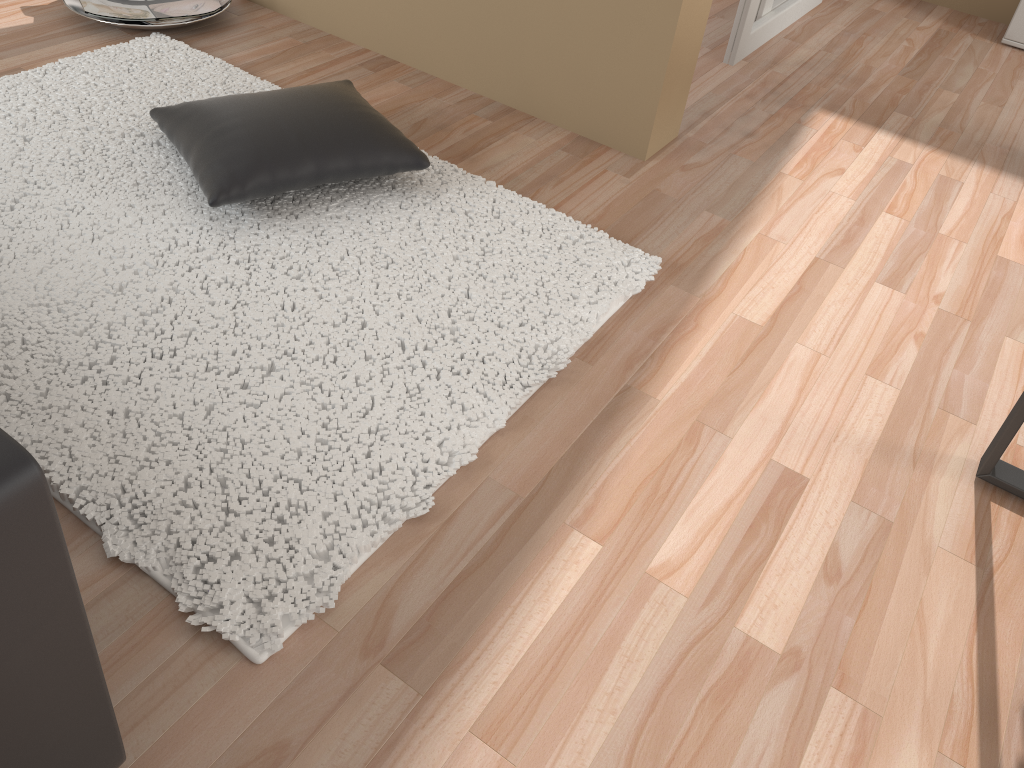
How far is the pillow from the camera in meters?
2.1 m

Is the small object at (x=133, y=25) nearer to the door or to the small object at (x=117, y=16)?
the small object at (x=117, y=16)

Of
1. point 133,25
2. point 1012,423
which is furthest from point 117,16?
point 1012,423

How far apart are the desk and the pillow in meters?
1.5 m

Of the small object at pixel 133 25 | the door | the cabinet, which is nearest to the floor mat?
the small object at pixel 133 25

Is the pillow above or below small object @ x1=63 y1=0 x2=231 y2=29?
above

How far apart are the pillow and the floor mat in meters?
0.1

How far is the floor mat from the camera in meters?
1.5 m

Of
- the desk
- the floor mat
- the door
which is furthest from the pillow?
the door

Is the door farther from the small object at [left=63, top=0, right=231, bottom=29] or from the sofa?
the sofa
